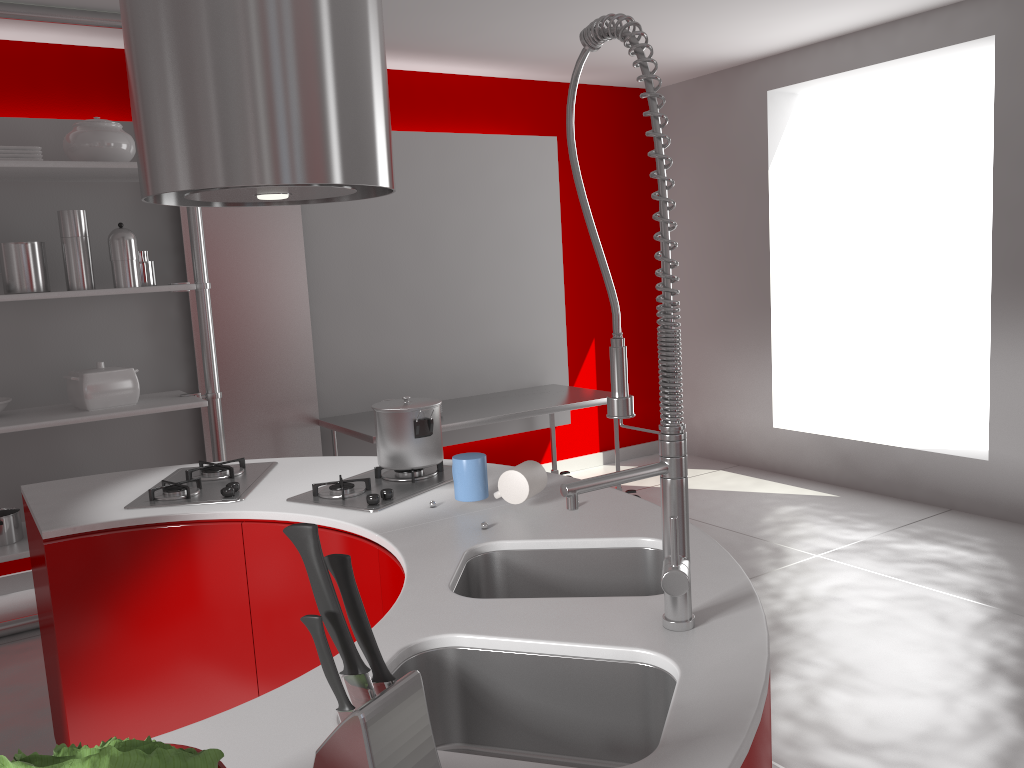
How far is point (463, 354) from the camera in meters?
5.2

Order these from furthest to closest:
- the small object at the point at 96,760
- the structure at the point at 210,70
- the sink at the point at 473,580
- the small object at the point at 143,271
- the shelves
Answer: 1. the small object at the point at 143,271
2. the shelves
3. the structure at the point at 210,70
4. the sink at the point at 473,580
5. the small object at the point at 96,760

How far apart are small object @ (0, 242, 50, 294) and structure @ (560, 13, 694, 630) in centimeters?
296cm

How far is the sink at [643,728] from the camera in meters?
1.3 m

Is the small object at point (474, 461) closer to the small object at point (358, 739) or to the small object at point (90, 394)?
the small object at point (358, 739)

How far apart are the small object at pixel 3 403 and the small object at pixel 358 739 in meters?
3.5 m

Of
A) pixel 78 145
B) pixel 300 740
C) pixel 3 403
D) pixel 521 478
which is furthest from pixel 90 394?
pixel 300 740

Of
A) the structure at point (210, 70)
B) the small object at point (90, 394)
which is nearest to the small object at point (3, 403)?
the small object at point (90, 394)

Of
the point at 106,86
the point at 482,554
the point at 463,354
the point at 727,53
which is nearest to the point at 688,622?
the point at 482,554

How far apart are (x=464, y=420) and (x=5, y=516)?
2.03m
